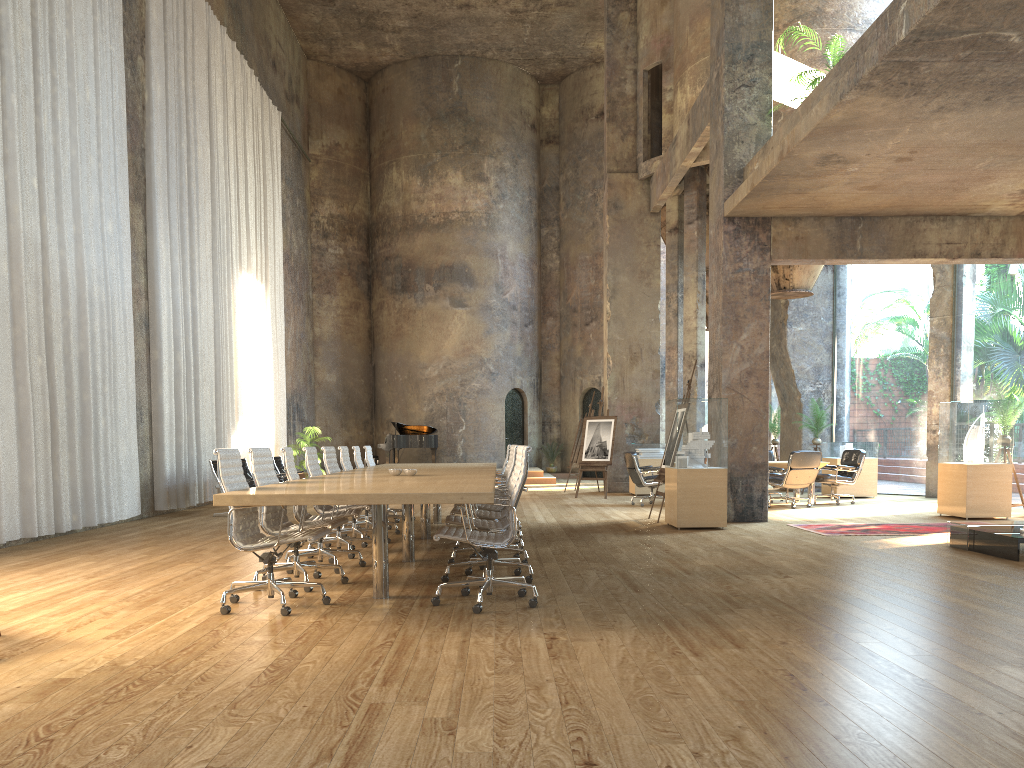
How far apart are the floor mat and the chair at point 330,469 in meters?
5.0 m

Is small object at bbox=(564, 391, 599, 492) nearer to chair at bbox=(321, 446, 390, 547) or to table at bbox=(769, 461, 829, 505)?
table at bbox=(769, 461, 829, 505)

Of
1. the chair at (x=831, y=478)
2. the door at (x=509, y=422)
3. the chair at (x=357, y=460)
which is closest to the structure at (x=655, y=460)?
the door at (x=509, y=422)

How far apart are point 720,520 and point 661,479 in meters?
1.5

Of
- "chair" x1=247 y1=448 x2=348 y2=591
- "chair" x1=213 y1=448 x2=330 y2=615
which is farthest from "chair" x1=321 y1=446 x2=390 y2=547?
"chair" x1=213 y1=448 x2=330 y2=615

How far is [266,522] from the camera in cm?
619

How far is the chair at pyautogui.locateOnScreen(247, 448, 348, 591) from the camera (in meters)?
6.19

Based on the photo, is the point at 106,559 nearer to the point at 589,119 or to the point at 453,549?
the point at 453,549

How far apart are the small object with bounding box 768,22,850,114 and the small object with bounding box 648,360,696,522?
5.2 meters

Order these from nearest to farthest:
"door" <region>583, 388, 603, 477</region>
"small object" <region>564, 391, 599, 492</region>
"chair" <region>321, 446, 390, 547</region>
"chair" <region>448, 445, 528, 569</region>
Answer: "chair" <region>448, 445, 528, 569</region> → "chair" <region>321, 446, 390, 547</region> → "small object" <region>564, 391, 599, 492</region> → "door" <region>583, 388, 603, 477</region>
